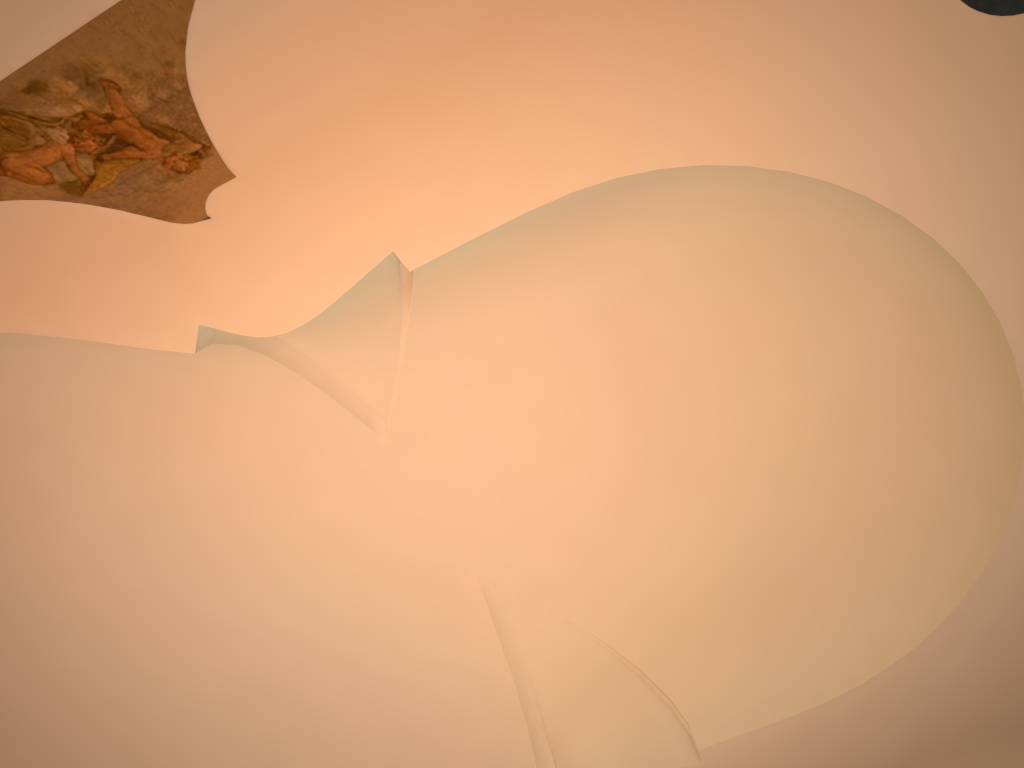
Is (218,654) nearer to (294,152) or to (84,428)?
(84,428)
